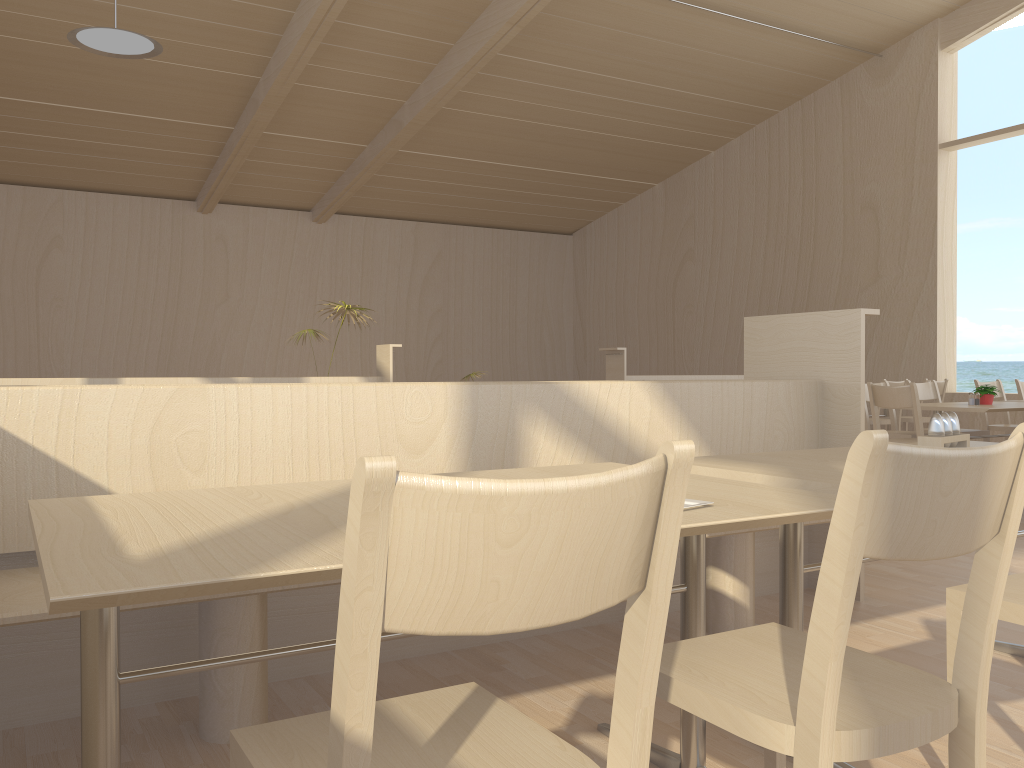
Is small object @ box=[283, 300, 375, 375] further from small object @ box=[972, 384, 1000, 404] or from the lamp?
small object @ box=[972, 384, 1000, 404]

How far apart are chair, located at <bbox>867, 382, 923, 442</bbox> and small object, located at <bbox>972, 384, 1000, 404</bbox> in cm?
95

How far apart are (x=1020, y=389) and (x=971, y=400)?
1.91m

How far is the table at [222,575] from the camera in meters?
1.0

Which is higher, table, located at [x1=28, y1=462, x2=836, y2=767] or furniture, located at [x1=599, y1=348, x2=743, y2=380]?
furniture, located at [x1=599, y1=348, x2=743, y2=380]

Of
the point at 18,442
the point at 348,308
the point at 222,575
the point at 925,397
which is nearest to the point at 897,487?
the point at 222,575

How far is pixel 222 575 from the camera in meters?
1.0 m

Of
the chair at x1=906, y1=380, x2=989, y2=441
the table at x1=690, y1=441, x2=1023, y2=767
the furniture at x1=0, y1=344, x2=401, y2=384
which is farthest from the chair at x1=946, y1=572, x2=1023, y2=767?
the furniture at x1=0, y1=344, x2=401, y2=384

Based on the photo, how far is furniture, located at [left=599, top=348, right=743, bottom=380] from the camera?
8.5 meters

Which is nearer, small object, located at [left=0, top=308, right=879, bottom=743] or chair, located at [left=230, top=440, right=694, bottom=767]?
chair, located at [left=230, top=440, right=694, bottom=767]
